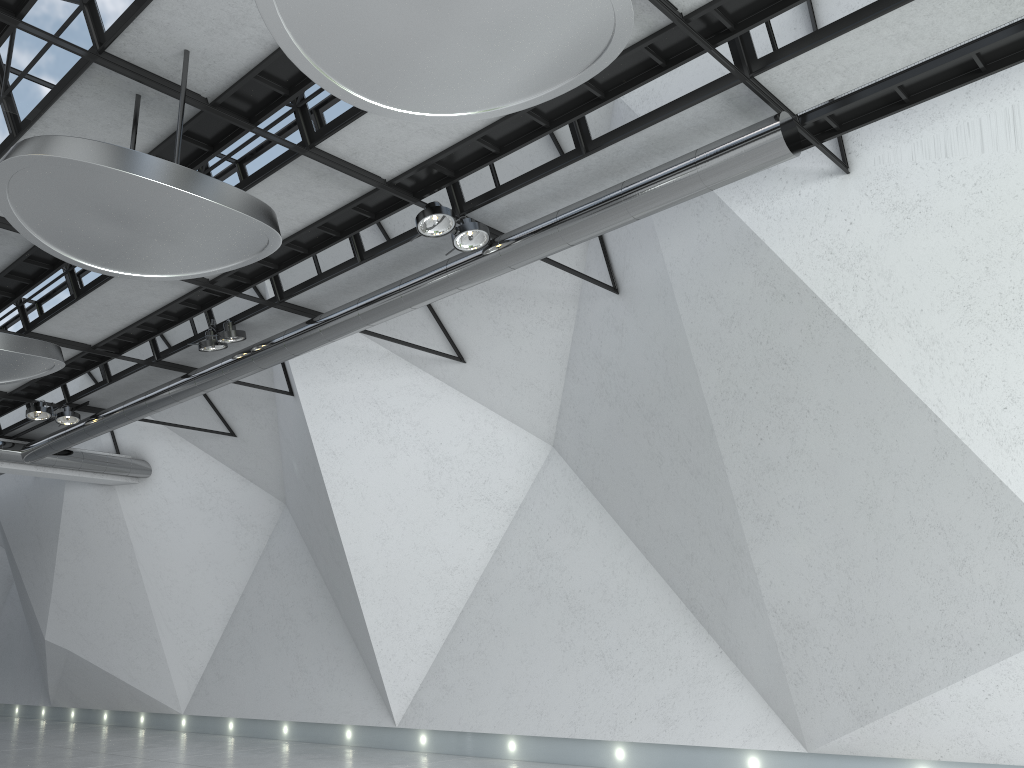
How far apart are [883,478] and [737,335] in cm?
1098
